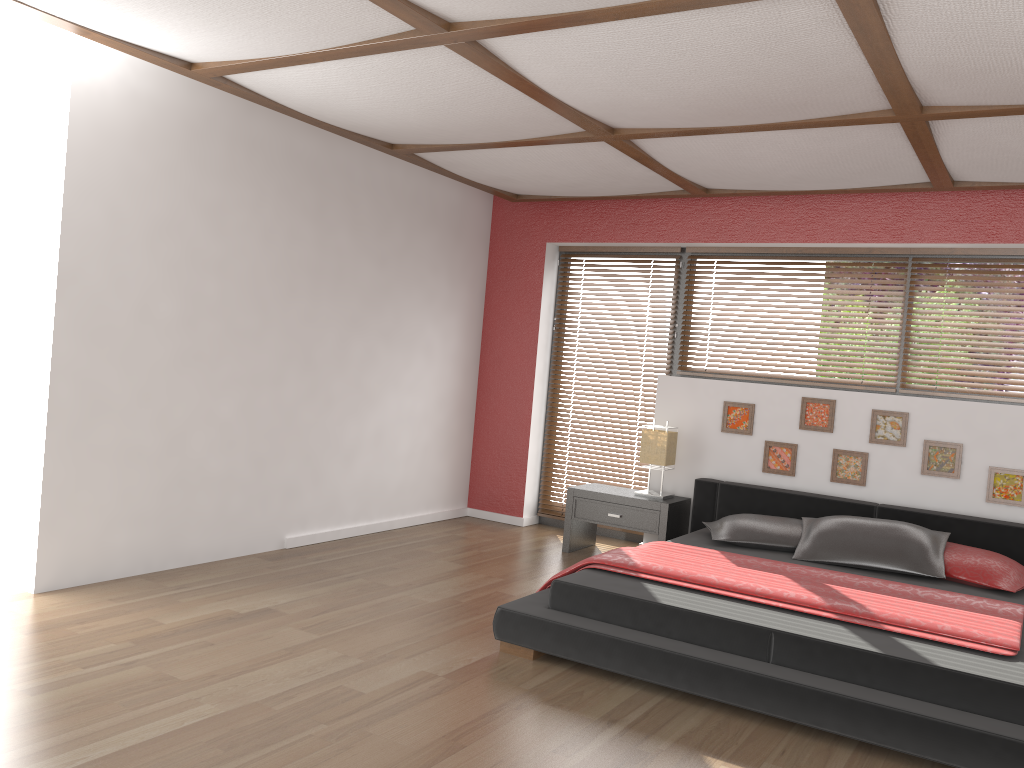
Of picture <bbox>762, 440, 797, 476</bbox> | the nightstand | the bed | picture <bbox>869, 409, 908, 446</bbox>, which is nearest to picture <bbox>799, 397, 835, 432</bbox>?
picture <bbox>762, 440, 797, 476</bbox>

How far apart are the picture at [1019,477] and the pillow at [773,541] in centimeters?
105cm

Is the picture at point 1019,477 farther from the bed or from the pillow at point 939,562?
the pillow at point 939,562

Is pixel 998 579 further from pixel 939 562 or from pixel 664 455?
pixel 664 455

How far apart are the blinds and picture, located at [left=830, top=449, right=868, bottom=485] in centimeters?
138cm

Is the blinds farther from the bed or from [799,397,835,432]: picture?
[799,397,835,432]: picture

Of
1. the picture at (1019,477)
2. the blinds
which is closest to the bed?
the picture at (1019,477)

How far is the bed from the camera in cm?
288

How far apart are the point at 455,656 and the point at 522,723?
0.67m

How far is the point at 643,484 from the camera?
6.3m
